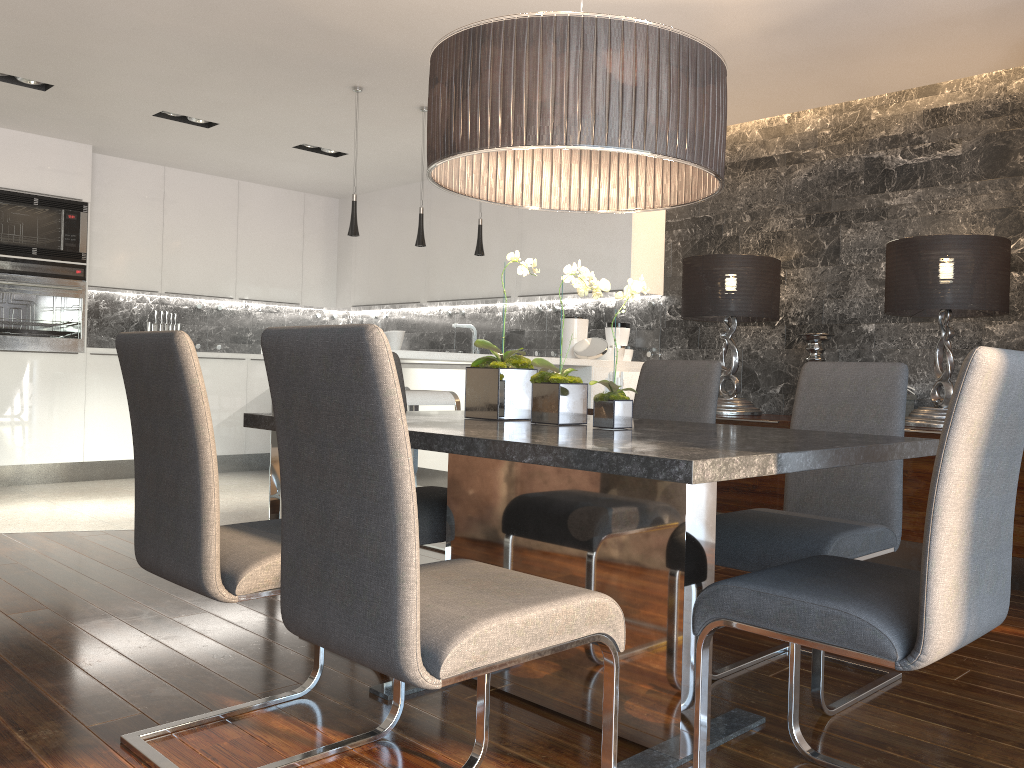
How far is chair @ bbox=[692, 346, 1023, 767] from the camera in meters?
1.5 m

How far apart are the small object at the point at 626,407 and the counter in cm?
203

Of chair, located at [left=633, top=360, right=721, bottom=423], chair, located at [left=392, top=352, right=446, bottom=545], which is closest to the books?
chair, located at [left=633, top=360, right=721, bottom=423]

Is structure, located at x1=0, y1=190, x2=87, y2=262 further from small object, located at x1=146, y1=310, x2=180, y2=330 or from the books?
the books

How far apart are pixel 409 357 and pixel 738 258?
1.9 meters

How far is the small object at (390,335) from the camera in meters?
4.8

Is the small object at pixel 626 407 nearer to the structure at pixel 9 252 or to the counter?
the counter

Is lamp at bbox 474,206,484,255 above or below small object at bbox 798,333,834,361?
above

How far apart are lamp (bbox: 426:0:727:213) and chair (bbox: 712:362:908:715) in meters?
0.7 m

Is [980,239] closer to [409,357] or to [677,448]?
[409,357]
